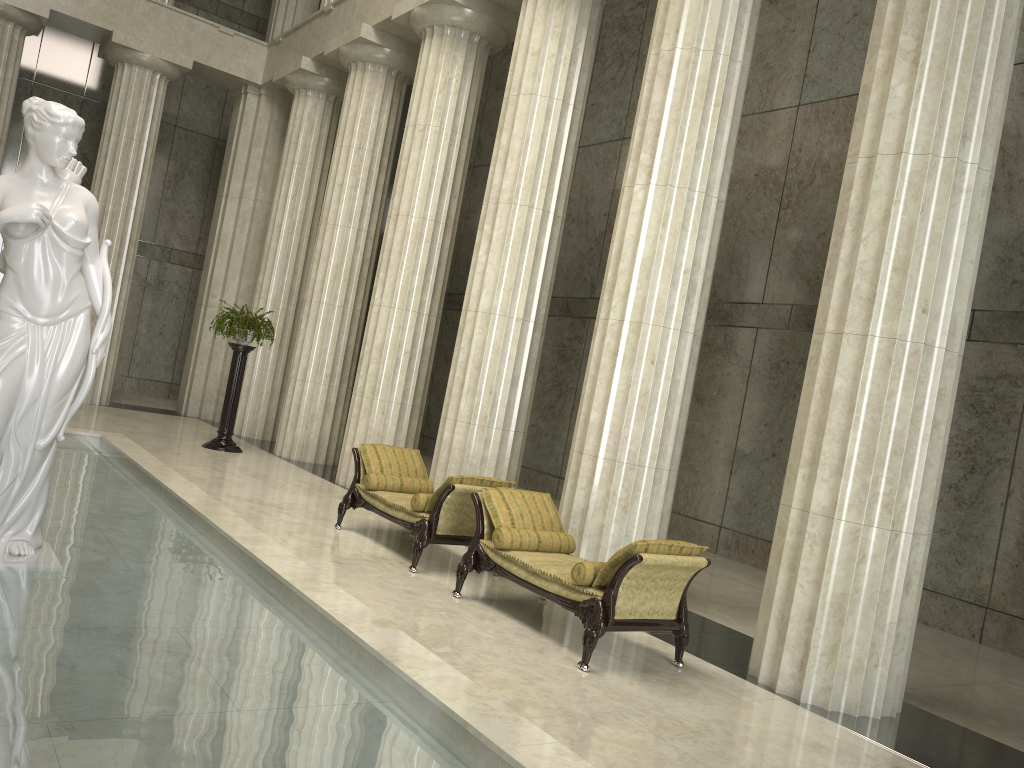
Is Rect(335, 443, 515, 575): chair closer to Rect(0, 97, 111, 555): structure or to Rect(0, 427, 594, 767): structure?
Rect(0, 427, 594, 767): structure

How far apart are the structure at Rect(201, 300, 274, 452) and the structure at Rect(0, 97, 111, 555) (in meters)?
8.10

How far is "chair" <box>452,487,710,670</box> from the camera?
6.1m

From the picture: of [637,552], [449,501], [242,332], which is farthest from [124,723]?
[242,332]

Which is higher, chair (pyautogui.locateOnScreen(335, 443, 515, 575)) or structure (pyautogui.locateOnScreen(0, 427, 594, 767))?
chair (pyautogui.locateOnScreen(335, 443, 515, 575))

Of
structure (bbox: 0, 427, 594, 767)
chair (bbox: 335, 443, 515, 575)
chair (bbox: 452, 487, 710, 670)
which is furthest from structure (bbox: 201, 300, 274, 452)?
chair (bbox: 452, 487, 710, 670)

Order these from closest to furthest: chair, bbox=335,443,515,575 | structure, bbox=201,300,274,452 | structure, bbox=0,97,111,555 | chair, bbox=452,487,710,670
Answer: structure, bbox=0,97,111,555 → chair, bbox=452,487,710,670 → chair, bbox=335,443,515,575 → structure, bbox=201,300,274,452

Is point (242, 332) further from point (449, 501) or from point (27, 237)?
point (27, 237)

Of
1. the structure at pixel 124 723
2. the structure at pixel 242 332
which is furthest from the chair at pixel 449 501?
the structure at pixel 242 332

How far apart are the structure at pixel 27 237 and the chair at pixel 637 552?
3.2m
